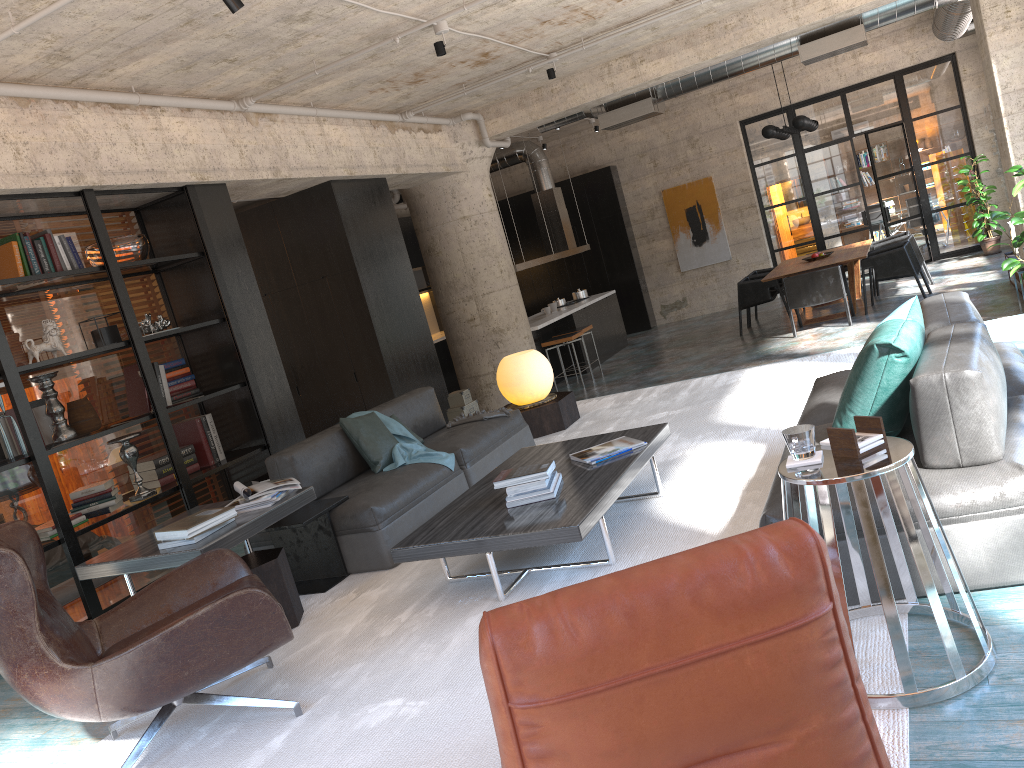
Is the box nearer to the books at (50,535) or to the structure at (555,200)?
the structure at (555,200)

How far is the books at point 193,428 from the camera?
6.6m

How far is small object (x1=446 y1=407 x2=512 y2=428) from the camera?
6.1m

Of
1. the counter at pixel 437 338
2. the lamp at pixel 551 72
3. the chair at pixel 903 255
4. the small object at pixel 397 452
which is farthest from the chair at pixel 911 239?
the small object at pixel 397 452

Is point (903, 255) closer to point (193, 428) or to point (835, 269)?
point (835, 269)

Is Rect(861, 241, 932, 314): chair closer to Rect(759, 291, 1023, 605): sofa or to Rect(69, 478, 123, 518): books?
Rect(759, 291, 1023, 605): sofa

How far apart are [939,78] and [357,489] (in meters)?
13.01

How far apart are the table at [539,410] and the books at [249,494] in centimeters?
278cm

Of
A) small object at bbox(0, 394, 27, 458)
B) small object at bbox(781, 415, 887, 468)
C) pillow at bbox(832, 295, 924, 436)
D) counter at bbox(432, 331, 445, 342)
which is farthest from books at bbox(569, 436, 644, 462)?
counter at bbox(432, 331, 445, 342)

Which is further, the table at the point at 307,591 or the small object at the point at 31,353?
the small object at the point at 31,353
